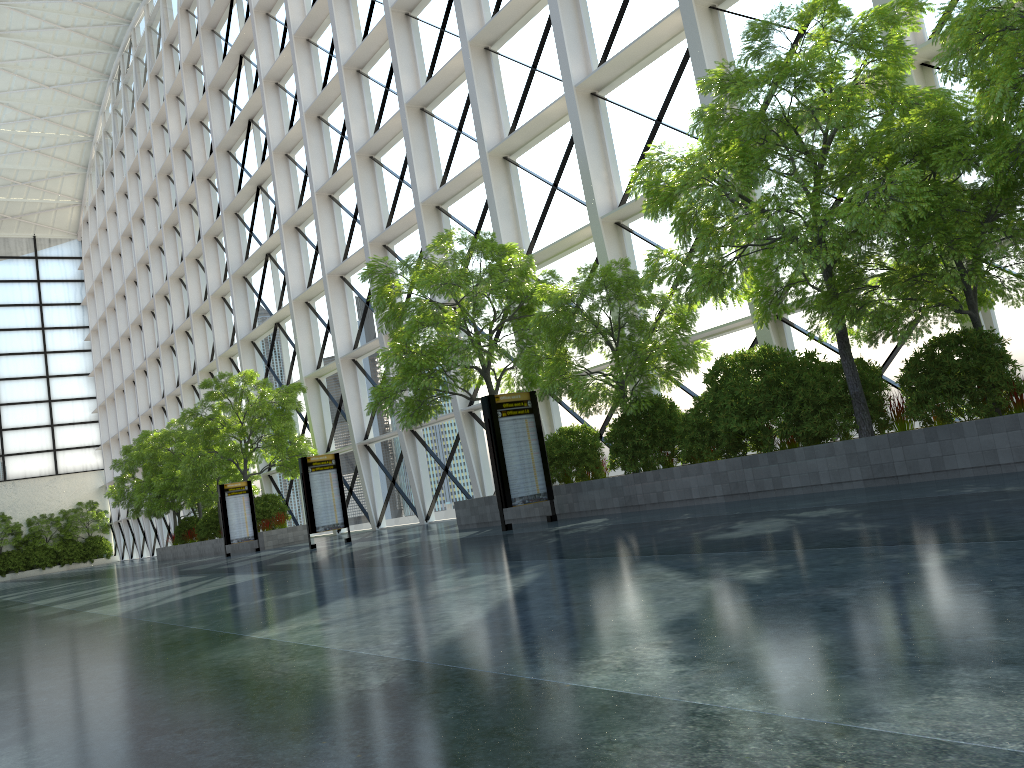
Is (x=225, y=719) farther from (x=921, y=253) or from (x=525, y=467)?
(x=525, y=467)
